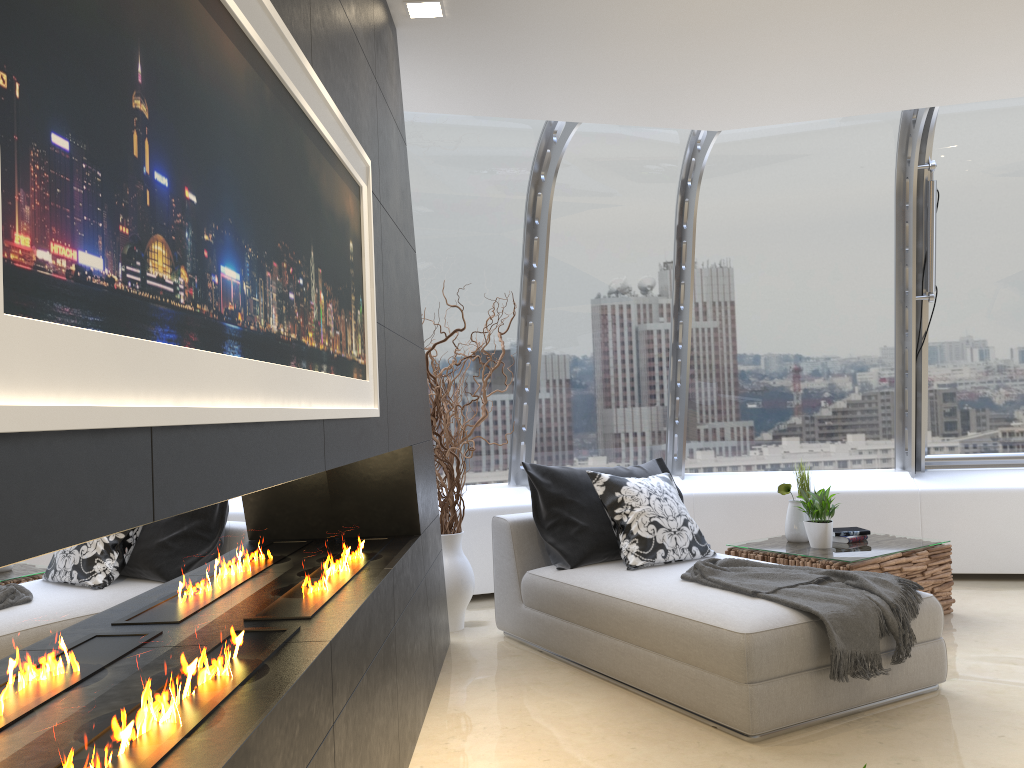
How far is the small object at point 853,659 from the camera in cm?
348

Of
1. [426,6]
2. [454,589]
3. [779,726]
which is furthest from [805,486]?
[426,6]

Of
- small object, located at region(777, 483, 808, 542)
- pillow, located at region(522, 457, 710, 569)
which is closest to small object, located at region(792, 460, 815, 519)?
small object, located at region(777, 483, 808, 542)

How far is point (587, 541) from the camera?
4.7m

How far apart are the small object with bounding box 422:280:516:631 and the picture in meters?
2.1

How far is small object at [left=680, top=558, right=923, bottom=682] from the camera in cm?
348

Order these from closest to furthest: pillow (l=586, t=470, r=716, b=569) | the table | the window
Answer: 1. pillow (l=586, t=470, r=716, b=569)
2. the table
3. the window

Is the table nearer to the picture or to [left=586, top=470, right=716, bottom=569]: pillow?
[left=586, top=470, right=716, bottom=569]: pillow

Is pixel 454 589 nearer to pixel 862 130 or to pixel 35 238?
pixel 862 130

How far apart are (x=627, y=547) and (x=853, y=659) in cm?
134
